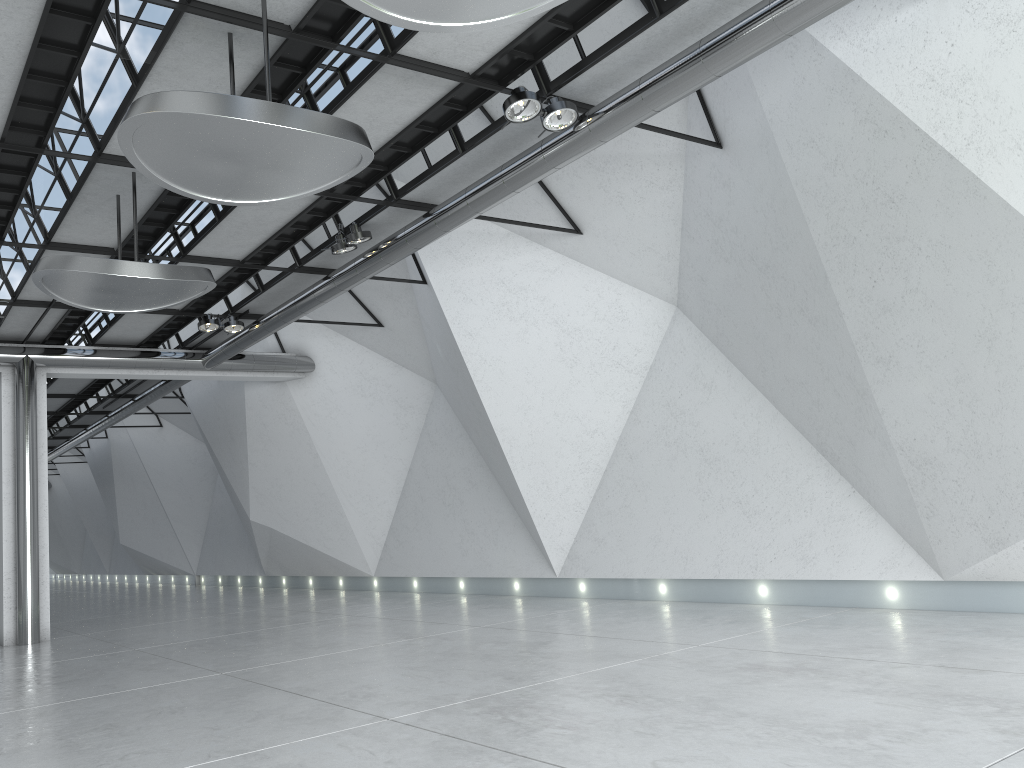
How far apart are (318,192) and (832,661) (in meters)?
33.41
